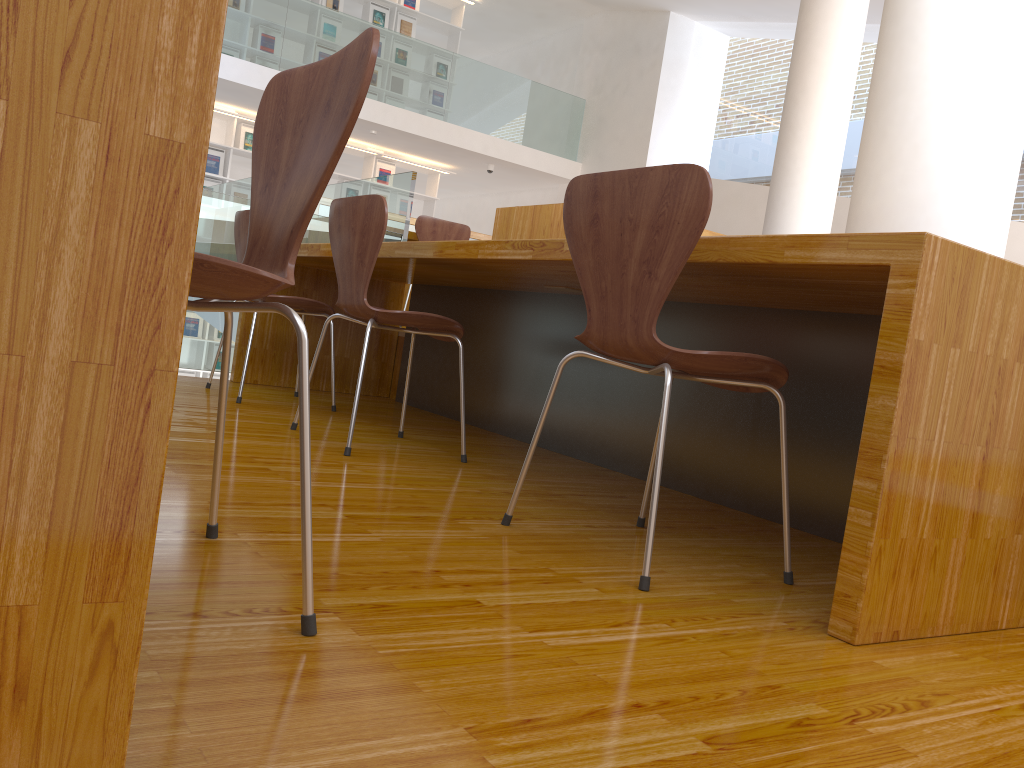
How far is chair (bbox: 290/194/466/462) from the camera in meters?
2.4 m

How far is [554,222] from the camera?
3.7 meters

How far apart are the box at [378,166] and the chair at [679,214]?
9.1 meters

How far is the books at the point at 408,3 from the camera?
10.35m

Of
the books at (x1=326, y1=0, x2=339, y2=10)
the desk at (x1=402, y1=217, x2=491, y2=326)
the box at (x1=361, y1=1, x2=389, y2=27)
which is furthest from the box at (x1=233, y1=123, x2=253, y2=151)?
the desk at (x1=402, y1=217, x2=491, y2=326)

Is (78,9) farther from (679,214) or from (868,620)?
(868,620)

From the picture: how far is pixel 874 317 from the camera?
2.1m

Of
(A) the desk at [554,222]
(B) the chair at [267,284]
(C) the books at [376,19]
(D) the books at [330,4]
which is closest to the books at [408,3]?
(C) the books at [376,19]

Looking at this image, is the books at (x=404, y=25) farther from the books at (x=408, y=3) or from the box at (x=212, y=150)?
the box at (x=212, y=150)

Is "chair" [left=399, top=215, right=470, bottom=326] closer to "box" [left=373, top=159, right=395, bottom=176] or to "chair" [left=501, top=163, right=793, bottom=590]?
"chair" [left=501, top=163, right=793, bottom=590]
